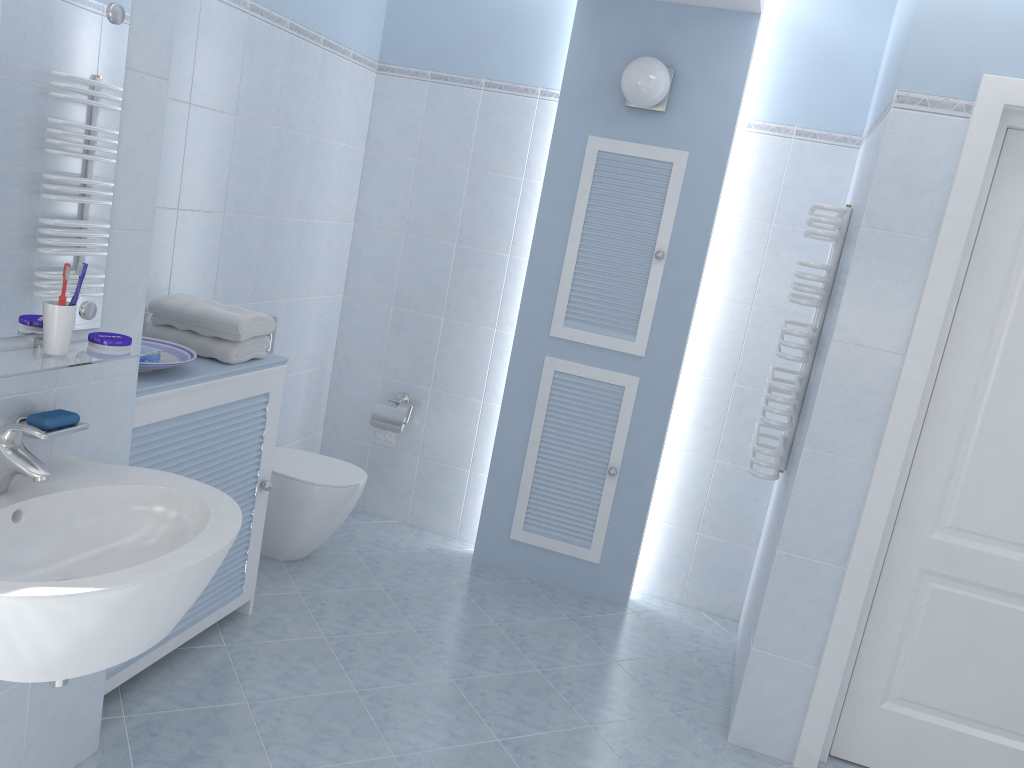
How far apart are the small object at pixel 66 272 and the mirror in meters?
0.1 m

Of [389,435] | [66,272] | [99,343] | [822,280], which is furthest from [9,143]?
[389,435]

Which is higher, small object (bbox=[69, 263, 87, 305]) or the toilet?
small object (bbox=[69, 263, 87, 305])

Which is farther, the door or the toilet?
the toilet

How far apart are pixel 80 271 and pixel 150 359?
0.8 meters

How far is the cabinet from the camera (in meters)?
2.37

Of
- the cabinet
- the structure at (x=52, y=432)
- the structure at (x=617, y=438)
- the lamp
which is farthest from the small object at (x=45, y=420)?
the lamp

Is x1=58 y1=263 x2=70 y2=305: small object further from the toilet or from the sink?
the toilet

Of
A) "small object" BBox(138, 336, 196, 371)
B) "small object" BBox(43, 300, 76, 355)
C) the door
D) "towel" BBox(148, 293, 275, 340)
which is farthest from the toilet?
the door

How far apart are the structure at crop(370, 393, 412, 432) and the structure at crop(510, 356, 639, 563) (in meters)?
0.62
